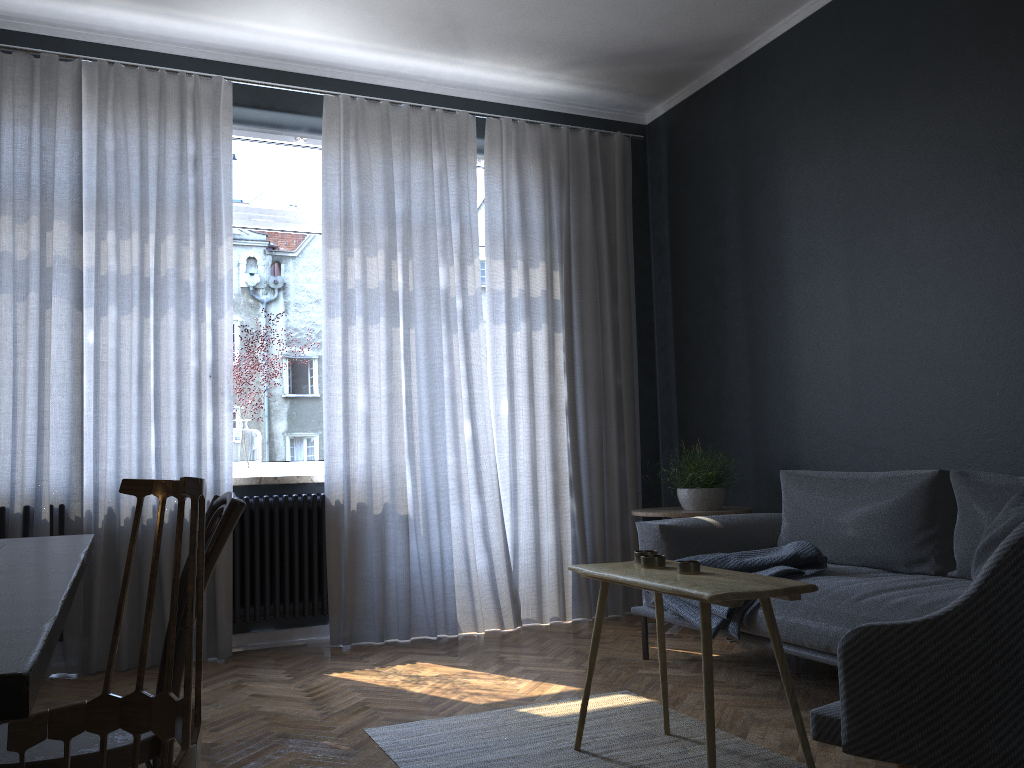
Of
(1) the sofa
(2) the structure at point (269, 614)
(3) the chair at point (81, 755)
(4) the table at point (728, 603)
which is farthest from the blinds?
(3) the chair at point (81, 755)

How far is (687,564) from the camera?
2.4m

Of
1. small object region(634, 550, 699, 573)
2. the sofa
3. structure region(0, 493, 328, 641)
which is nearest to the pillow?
the sofa

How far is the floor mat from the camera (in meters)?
2.53

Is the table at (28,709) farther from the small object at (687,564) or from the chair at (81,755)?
the small object at (687,564)

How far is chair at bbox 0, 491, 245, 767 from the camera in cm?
145

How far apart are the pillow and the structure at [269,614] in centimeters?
287cm

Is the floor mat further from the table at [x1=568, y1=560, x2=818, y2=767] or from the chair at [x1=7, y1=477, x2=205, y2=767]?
the chair at [x1=7, y1=477, x2=205, y2=767]

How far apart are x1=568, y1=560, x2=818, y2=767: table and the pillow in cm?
79

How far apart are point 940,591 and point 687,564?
1.0 meters
